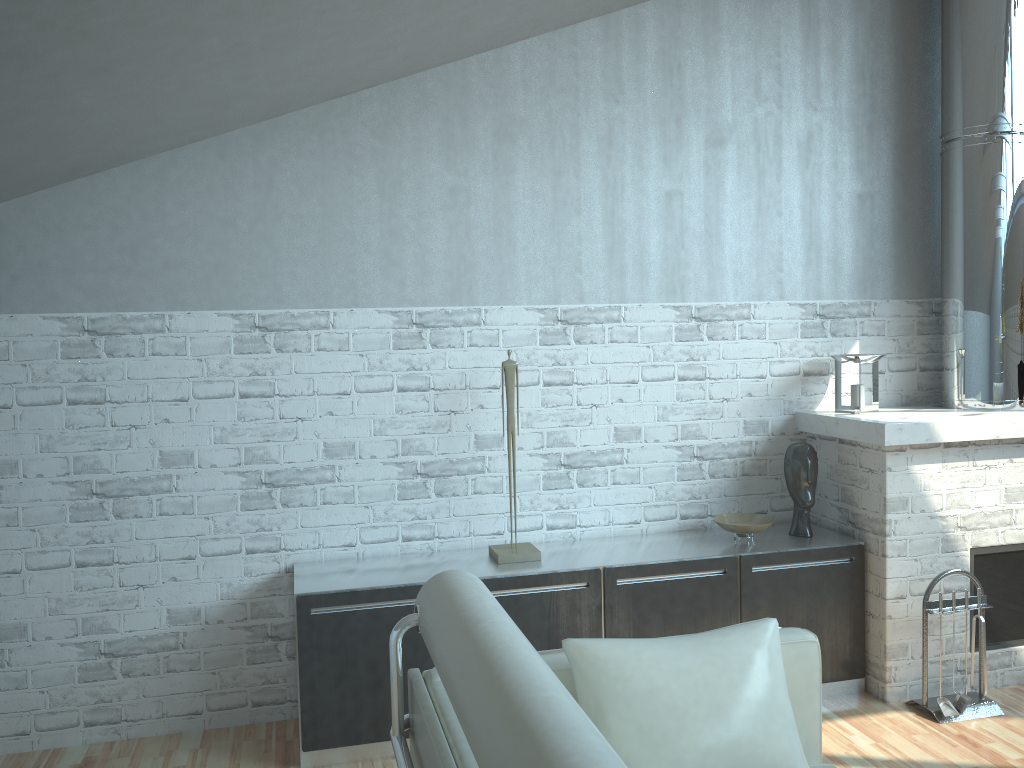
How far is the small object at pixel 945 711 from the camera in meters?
6.8 m

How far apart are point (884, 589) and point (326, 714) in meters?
4.5

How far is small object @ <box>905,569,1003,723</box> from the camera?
6.86m

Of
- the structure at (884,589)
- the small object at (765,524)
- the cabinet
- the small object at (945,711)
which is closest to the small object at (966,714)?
the small object at (945,711)

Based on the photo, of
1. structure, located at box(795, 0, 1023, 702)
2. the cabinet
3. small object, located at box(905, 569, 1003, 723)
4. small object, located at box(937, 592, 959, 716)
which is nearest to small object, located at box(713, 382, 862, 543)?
the cabinet

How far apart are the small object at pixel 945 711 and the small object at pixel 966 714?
0.0 meters

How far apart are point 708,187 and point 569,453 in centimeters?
265cm

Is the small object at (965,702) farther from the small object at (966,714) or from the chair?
the chair

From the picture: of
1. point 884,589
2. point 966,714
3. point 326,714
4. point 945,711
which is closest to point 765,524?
point 884,589

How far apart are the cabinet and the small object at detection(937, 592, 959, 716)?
0.63m
